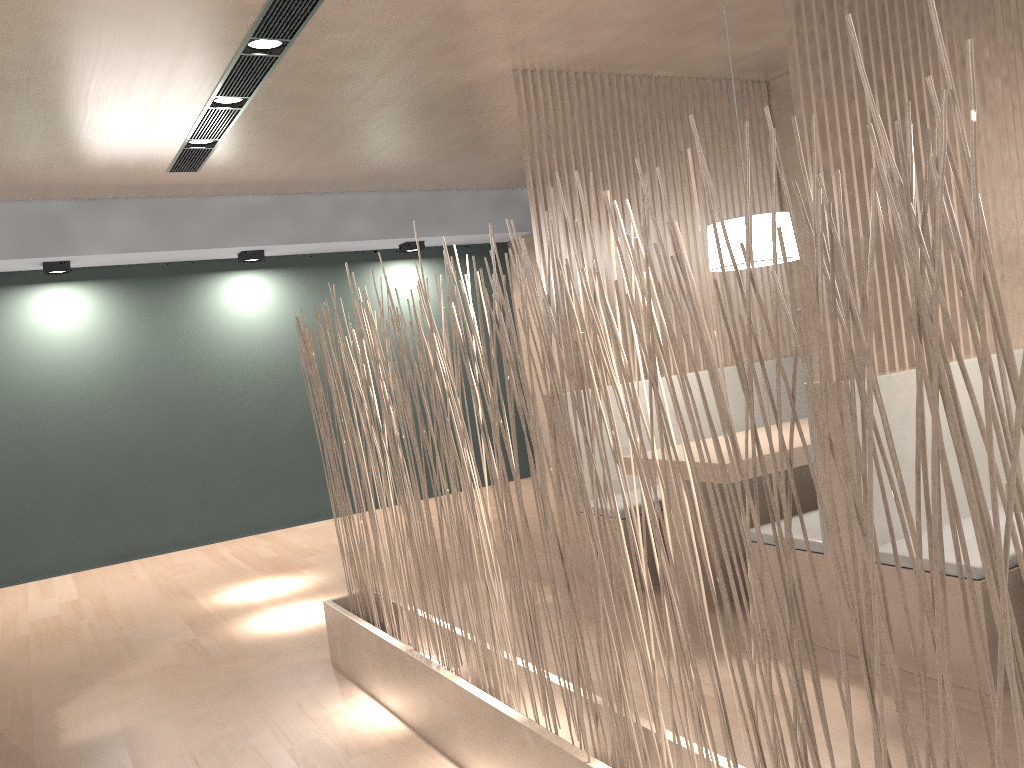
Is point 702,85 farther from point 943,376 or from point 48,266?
point 48,266

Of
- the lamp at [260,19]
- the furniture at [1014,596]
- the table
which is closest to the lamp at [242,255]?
the lamp at [260,19]

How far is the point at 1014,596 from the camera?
1.64m

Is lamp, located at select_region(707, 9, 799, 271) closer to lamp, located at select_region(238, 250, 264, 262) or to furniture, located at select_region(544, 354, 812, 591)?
furniture, located at select_region(544, 354, 812, 591)

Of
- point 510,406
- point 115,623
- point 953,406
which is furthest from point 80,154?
point 953,406

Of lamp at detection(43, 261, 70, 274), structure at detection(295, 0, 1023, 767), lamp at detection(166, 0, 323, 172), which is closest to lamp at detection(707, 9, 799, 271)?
structure at detection(295, 0, 1023, 767)

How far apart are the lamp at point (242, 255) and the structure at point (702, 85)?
2.0m

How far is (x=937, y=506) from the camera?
0.73m

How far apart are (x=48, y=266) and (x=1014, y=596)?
3.7 meters

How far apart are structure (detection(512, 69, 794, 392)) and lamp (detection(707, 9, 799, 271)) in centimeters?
49cm
